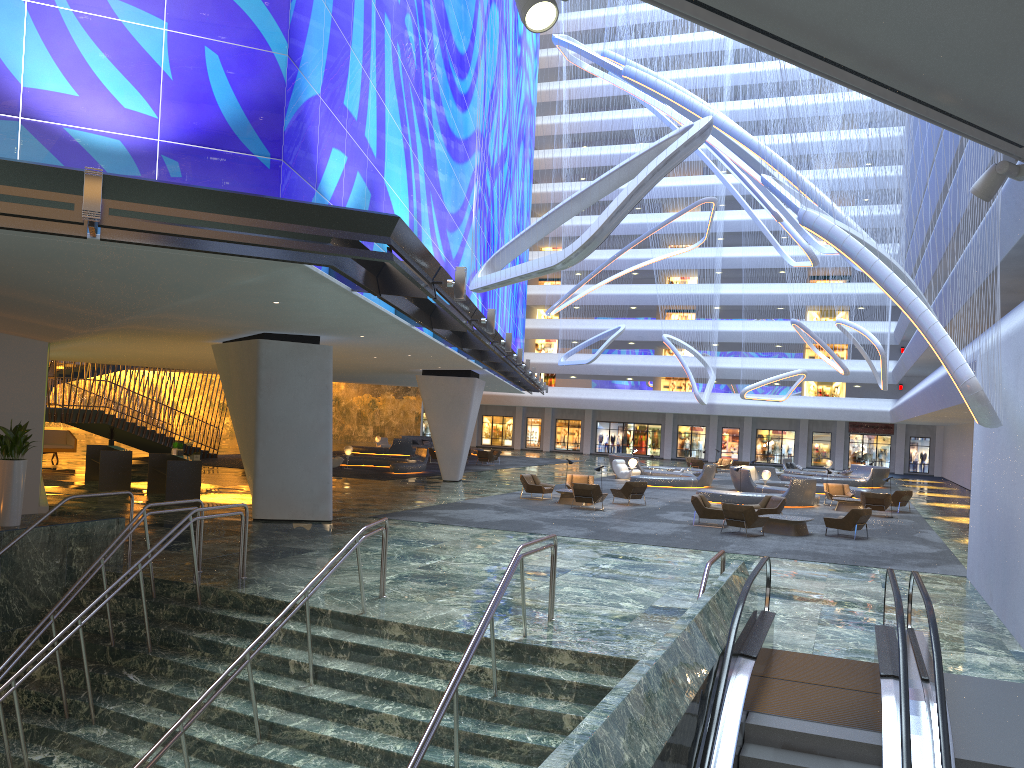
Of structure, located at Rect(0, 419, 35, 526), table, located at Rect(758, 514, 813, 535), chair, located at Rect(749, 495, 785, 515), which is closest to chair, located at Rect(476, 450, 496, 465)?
chair, located at Rect(749, 495, 785, 515)

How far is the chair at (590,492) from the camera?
25.17m

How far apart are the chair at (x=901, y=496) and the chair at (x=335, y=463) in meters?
21.7 m

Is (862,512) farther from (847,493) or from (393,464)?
(393,464)

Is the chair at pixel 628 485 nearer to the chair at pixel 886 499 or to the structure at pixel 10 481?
the chair at pixel 886 499

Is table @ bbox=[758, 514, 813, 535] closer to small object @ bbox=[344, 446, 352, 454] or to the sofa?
small object @ bbox=[344, 446, 352, 454]

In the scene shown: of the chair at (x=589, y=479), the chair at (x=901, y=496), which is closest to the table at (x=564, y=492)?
the chair at (x=589, y=479)

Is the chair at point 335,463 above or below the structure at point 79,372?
below

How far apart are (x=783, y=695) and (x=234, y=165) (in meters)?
8.40

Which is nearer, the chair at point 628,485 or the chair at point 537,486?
the chair at point 628,485
